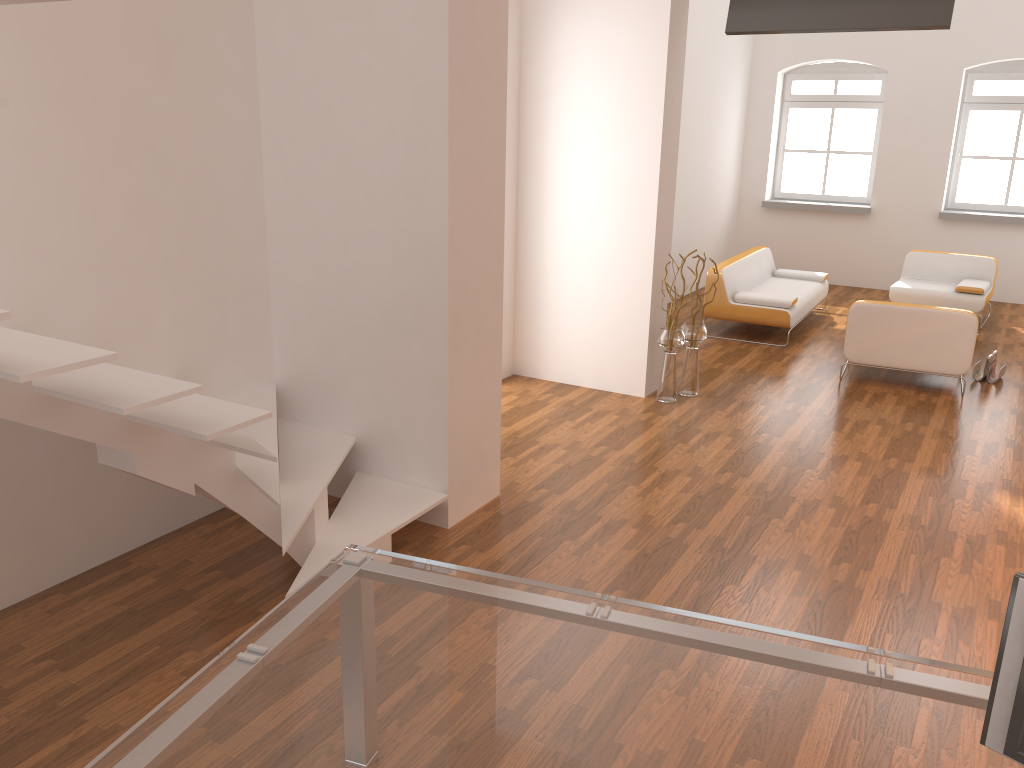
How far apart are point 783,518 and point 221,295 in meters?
3.1

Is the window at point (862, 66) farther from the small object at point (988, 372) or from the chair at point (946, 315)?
the chair at point (946, 315)

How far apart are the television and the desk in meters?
4.6

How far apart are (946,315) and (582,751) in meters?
5.9

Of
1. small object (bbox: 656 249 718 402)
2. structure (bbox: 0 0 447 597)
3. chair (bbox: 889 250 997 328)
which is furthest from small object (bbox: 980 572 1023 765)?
chair (bbox: 889 250 997 328)

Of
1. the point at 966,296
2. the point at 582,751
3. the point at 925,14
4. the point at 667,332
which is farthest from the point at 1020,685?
the point at 966,296

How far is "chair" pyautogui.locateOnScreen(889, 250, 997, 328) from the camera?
9.02m

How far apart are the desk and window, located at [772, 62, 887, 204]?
10.29m

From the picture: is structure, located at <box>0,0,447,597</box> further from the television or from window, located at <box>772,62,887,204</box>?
window, located at <box>772,62,887,204</box>

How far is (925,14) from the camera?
5.4 meters
